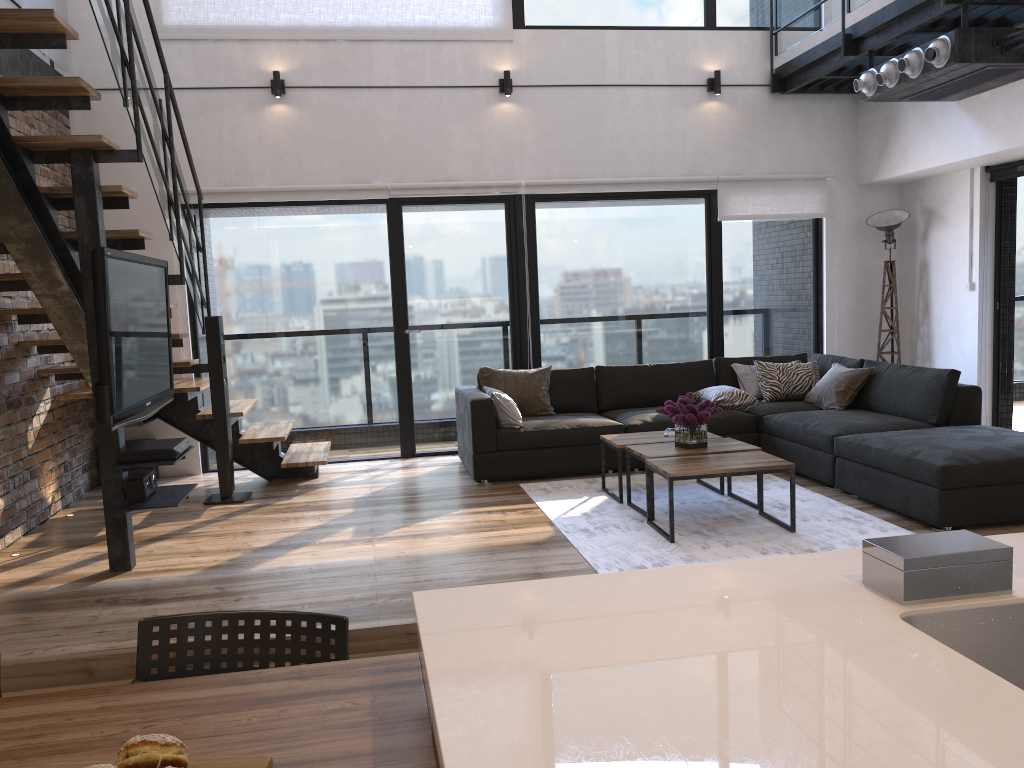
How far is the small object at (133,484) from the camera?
4.2m

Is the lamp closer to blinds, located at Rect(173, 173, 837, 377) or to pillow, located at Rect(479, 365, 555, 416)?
blinds, located at Rect(173, 173, 837, 377)

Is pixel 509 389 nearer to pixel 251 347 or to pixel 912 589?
pixel 251 347

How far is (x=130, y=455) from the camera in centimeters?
413cm

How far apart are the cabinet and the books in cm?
365

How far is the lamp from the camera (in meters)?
7.19

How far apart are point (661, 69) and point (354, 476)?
4.0 meters

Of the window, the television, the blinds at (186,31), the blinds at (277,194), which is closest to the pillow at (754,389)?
the window

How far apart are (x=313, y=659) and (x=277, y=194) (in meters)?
5.37

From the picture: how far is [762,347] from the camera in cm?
757
